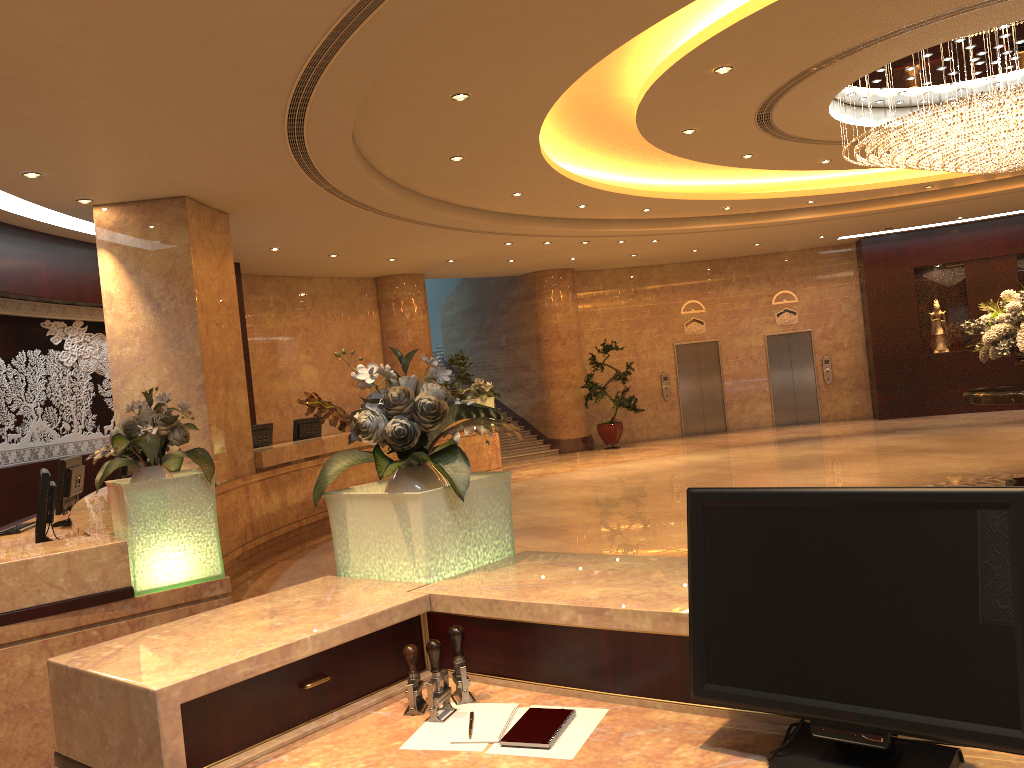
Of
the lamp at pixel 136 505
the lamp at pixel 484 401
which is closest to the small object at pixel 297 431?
the lamp at pixel 484 401

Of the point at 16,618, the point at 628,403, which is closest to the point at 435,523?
the point at 16,618

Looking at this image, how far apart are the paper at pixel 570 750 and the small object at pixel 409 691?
0.3m

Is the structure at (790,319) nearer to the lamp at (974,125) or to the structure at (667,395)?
the structure at (667,395)

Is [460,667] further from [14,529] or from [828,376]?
[828,376]

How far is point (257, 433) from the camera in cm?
1155

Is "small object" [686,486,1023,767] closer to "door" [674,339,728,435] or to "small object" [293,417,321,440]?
"small object" [293,417,321,440]

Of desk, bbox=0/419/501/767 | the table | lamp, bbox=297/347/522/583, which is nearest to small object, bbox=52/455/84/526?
desk, bbox=0/419/501/767

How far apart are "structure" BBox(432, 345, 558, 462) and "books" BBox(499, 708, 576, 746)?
16.43m

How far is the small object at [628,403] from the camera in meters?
18.7
